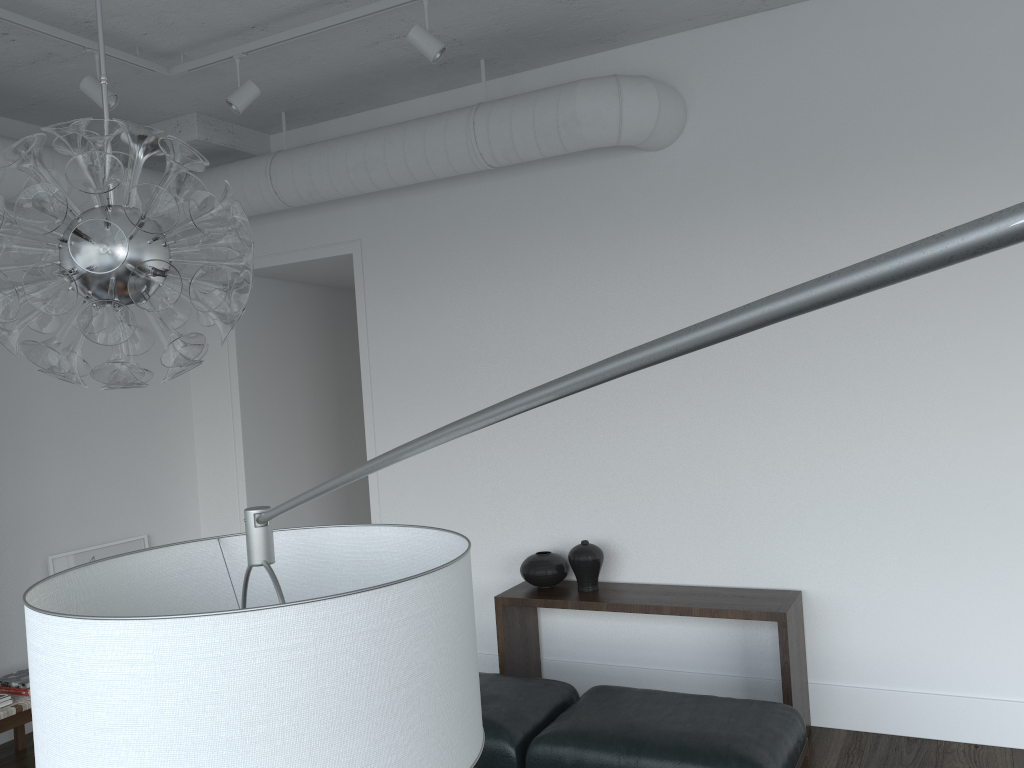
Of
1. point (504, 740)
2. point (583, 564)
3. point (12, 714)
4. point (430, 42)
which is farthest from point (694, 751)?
point (12, 714)

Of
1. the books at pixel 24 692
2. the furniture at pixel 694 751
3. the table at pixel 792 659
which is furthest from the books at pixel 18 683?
the furniture at pixel 694 751

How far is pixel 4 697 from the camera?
4.00m

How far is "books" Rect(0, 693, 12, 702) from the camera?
4.0 meters

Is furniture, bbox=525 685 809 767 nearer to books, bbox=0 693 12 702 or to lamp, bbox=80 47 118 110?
books, bbox=0 693 12 702

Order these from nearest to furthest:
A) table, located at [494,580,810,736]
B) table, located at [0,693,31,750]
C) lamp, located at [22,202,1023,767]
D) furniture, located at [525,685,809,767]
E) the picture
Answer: lamp, located at [22,202,1023,767] → furniture, located at [525,685,809,767] → table, located at [494,580,810,736] → table, located at [0,693,31,750] → the picture

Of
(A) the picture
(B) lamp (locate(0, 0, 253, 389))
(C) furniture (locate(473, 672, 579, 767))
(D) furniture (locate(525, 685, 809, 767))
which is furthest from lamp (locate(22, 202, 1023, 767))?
(A) the picture

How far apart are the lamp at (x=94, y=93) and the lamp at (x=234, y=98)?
0.5m

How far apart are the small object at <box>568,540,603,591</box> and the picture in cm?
269

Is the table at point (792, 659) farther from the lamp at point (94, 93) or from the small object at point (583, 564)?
the lamp at point (94, 93)
